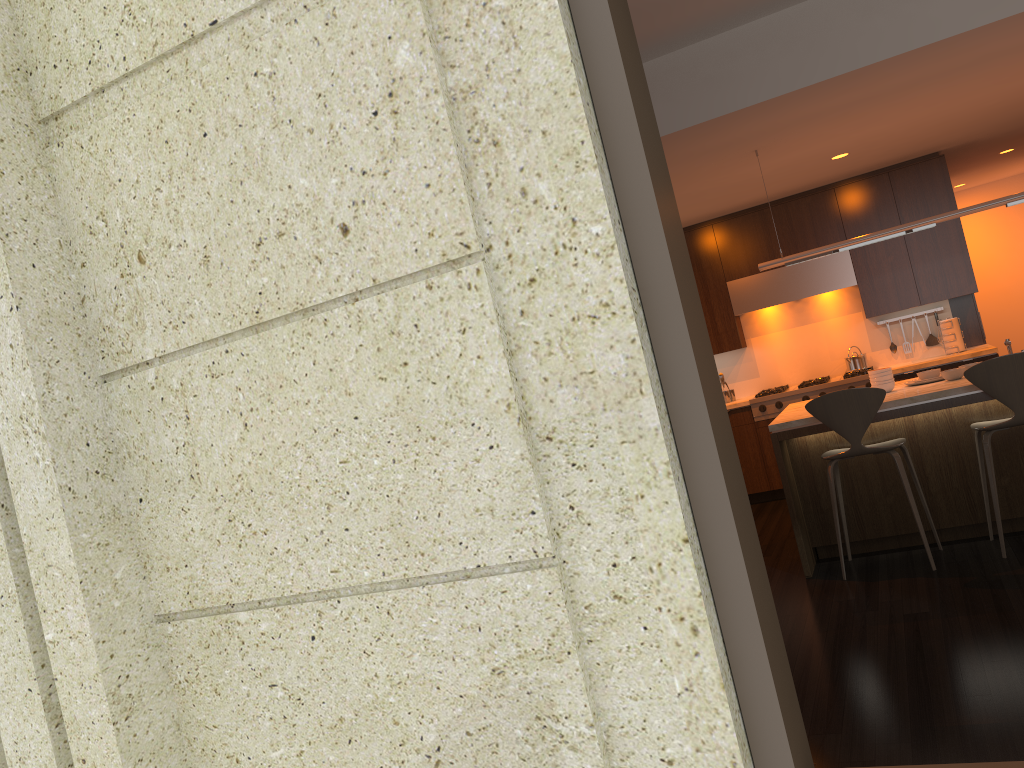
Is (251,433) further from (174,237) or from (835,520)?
(835,520)

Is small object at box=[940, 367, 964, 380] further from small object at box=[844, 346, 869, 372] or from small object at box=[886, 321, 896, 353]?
small object at box=[886, 321, 896, 353]

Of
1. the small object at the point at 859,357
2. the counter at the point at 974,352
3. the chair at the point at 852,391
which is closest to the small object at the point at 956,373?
the chair at the point at 852,391

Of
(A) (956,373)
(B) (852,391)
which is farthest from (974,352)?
(B) (852,391)

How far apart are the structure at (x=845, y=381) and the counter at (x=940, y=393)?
1.58m

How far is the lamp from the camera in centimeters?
511cm

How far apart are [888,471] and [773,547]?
1.2m

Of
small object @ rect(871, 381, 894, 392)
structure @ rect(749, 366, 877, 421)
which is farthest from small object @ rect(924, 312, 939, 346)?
small object @ rect(871, 381, 894, 392)

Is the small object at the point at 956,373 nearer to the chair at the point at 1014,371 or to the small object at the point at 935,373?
the small object at the point at 935,373

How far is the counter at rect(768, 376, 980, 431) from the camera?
4.80m
